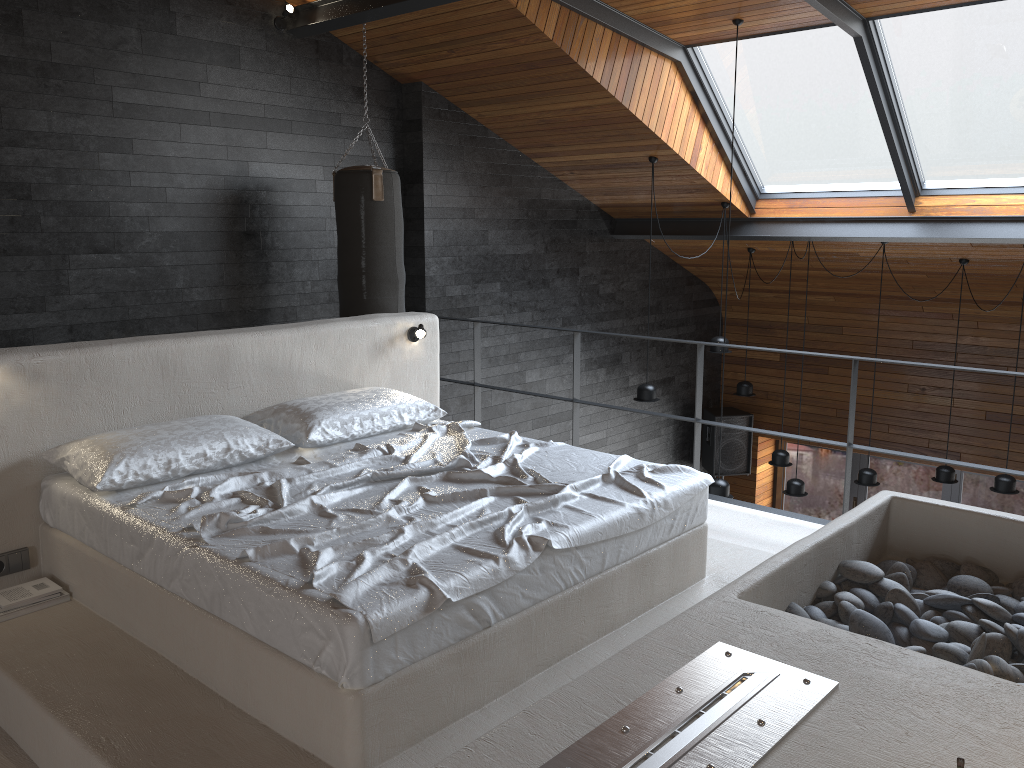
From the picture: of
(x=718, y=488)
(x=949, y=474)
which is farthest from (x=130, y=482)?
(x=949, y=474)

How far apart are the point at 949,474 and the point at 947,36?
3.66m

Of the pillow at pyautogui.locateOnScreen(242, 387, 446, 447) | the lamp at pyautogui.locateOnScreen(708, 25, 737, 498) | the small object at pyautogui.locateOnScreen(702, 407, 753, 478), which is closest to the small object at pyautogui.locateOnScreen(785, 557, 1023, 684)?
the pillow at pyautogui.locateOnScreen(242, 387, 446, 447)

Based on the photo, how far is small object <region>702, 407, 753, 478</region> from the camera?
9.7 meters

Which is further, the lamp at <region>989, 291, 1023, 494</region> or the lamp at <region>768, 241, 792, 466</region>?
the lamp at <region>768, 241, 792, 466</region>

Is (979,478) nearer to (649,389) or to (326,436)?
(649,389)

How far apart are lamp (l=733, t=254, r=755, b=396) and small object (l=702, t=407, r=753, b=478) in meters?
1.2 m

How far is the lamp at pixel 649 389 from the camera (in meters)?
7.01

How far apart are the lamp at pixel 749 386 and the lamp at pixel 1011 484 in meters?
2.3

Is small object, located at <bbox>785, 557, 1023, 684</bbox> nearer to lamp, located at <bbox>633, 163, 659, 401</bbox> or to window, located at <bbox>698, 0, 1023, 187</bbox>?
window, located at <bbox>698, 0, 1023, 187</bbox>
